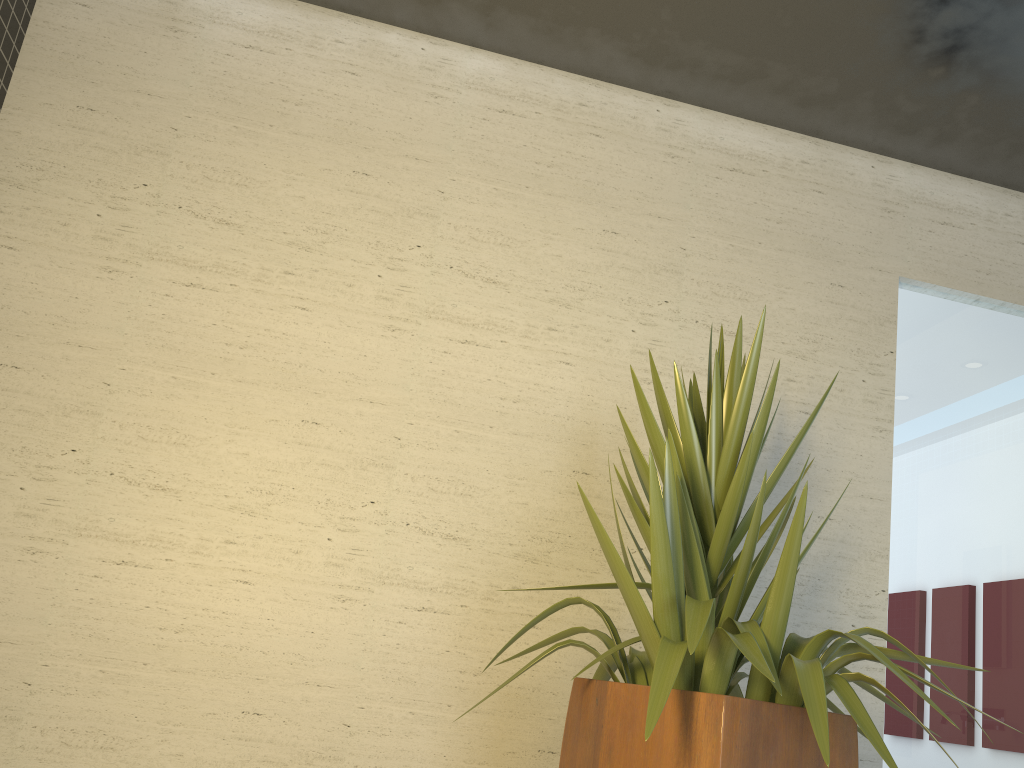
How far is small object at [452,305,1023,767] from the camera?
1.7 meters

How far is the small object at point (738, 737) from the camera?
1.7 meters
